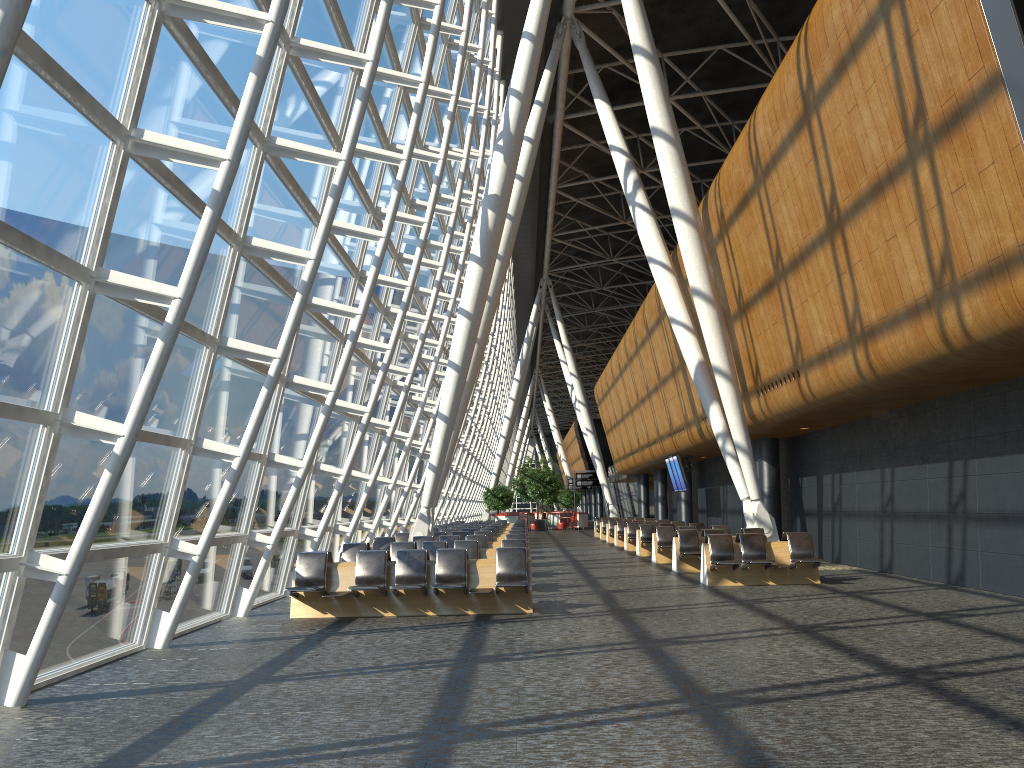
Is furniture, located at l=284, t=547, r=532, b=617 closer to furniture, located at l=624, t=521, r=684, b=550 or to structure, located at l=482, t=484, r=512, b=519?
furniture, located at l=624, t=521, r=684, b=550

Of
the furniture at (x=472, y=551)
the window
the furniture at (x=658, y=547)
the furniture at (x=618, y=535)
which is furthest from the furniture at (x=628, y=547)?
the furniture at (x=472, y=551)

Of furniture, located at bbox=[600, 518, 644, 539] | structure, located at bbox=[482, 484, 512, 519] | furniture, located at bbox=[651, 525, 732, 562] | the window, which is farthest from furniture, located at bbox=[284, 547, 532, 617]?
structure, located at bbox=[482, 484, 512, 519]

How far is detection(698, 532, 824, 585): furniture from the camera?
14.7m

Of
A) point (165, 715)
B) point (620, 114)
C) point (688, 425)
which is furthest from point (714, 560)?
point (620, 114)

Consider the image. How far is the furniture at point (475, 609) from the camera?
11.5m

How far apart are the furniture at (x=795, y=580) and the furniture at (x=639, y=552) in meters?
8.0 m

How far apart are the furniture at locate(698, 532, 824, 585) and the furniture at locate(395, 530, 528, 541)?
6.7 meters

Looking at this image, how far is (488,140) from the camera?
28.5m

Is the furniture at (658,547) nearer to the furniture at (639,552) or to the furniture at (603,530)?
the furniture at (639,552)
